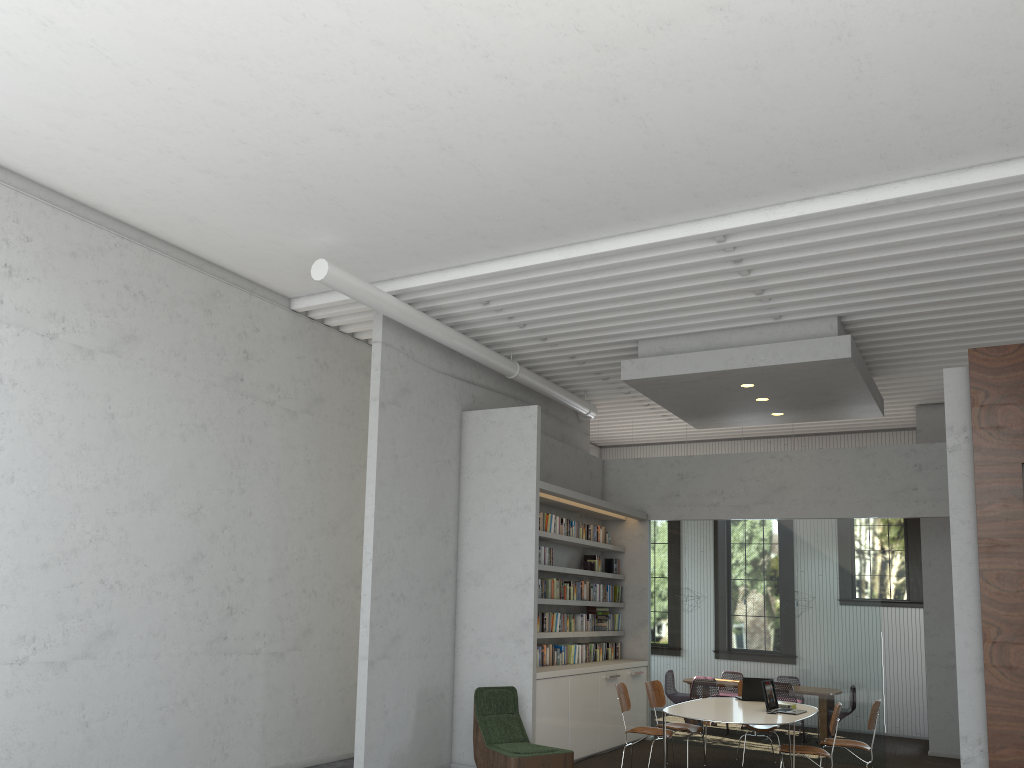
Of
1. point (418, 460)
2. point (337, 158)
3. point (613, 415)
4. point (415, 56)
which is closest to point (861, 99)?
point (415, 56)

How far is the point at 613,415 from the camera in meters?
13.5

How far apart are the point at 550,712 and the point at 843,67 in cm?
647
